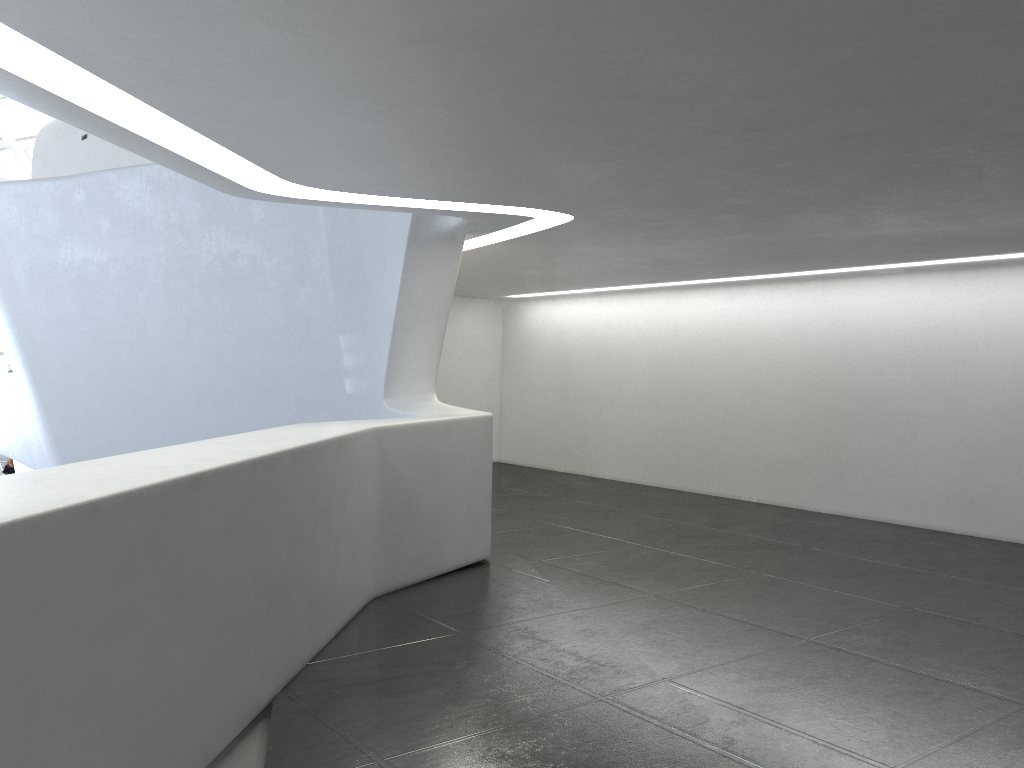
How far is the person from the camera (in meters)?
34.03

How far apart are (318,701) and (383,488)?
2.9 meters

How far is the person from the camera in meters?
34.0 m

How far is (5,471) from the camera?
34.0m
